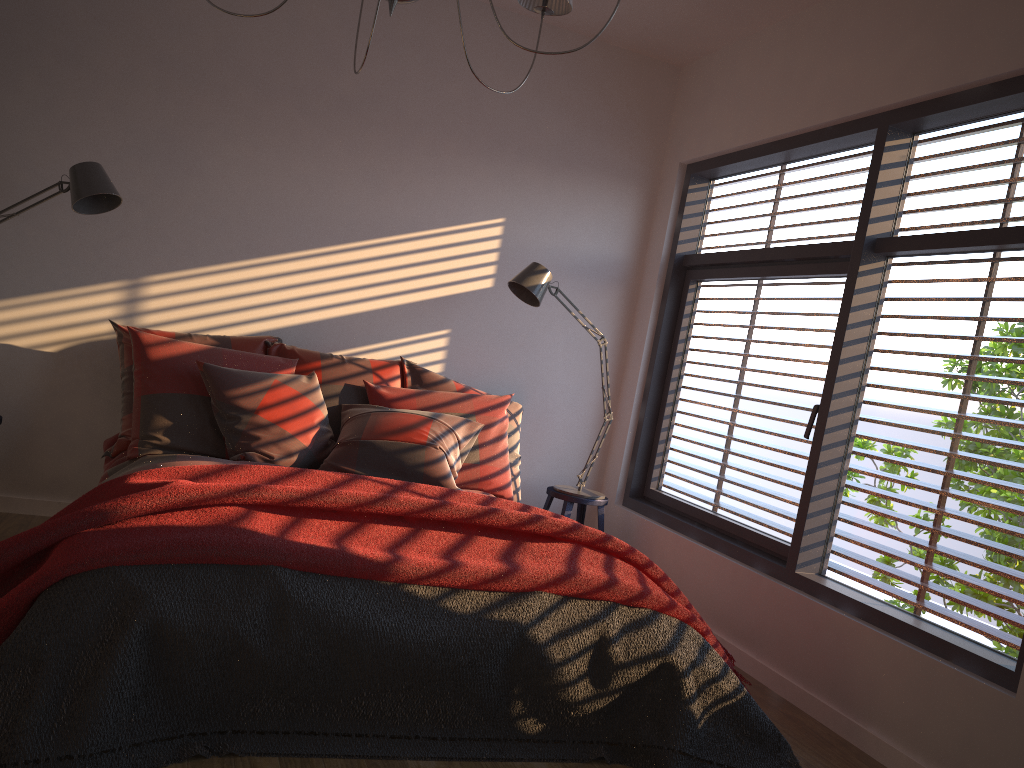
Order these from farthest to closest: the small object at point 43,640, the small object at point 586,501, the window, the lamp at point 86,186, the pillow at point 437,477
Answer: the small object at point 586,501 → the pillow at point 437,477 → the lamp at point 86,186 → the window → the small object at point 43,640

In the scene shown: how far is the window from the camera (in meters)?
3.01

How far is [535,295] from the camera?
4.29m

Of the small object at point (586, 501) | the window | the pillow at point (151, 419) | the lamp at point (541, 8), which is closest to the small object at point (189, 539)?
the window

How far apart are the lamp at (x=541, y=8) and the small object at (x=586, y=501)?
2.6 meters

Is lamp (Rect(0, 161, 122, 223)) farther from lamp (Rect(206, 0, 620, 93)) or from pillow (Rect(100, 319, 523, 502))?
lamp (Rect(206, 0, 620, 93))

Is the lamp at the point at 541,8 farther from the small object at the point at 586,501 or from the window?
the small object at the point at 586,501

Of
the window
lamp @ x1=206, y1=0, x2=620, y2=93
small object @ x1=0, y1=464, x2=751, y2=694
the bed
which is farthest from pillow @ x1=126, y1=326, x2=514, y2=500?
lamp @ x1=206, y1=0, x2=620, y2=93

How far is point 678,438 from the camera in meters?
4.8 m

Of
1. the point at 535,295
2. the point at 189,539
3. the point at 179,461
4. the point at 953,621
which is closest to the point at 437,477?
the point at 179,461
